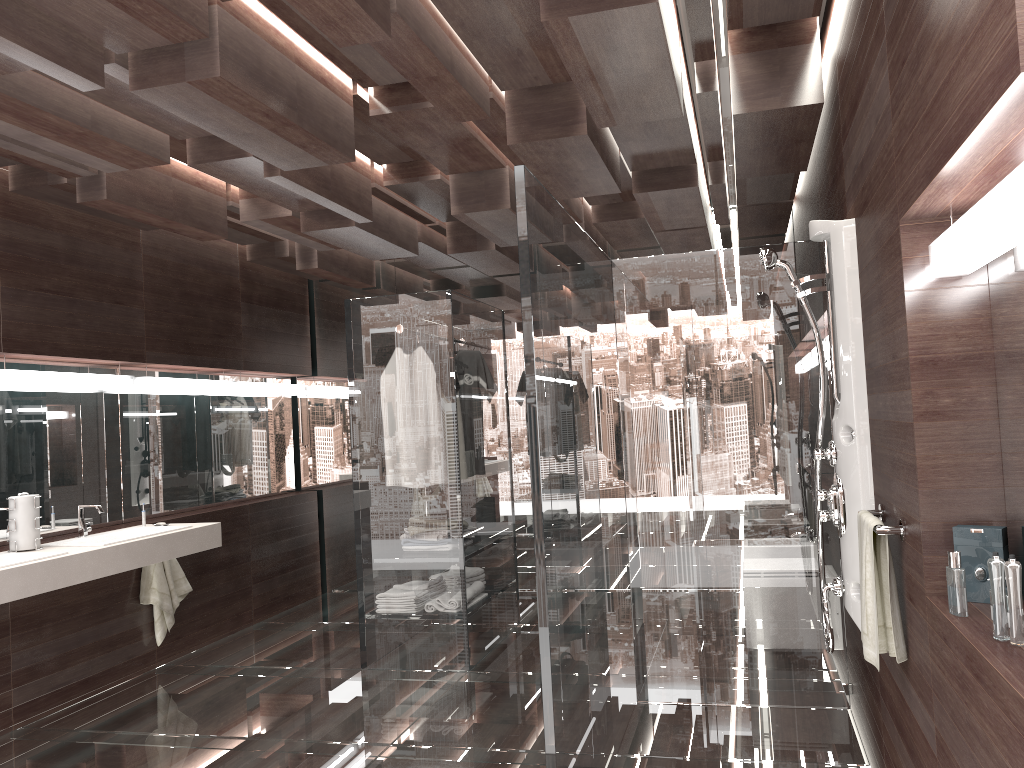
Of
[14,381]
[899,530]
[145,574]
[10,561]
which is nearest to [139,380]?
[14,381]

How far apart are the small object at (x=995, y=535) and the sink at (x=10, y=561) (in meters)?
3.44

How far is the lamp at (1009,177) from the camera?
1.48m

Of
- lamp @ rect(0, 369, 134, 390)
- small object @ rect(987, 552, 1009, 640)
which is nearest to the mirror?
lamp @ rect(0, 369, 134, 390)

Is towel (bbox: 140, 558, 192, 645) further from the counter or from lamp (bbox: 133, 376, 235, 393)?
lamp (bbox: 133, 376, 235, 393)

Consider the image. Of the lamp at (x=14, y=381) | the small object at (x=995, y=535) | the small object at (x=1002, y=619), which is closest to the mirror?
the small object at (x=995, y=535)

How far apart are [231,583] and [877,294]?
4.6m

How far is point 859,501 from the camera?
3.0m

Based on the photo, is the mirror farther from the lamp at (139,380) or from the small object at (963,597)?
the small object at (963,597)

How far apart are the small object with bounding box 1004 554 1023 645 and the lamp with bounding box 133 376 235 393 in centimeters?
467cm
